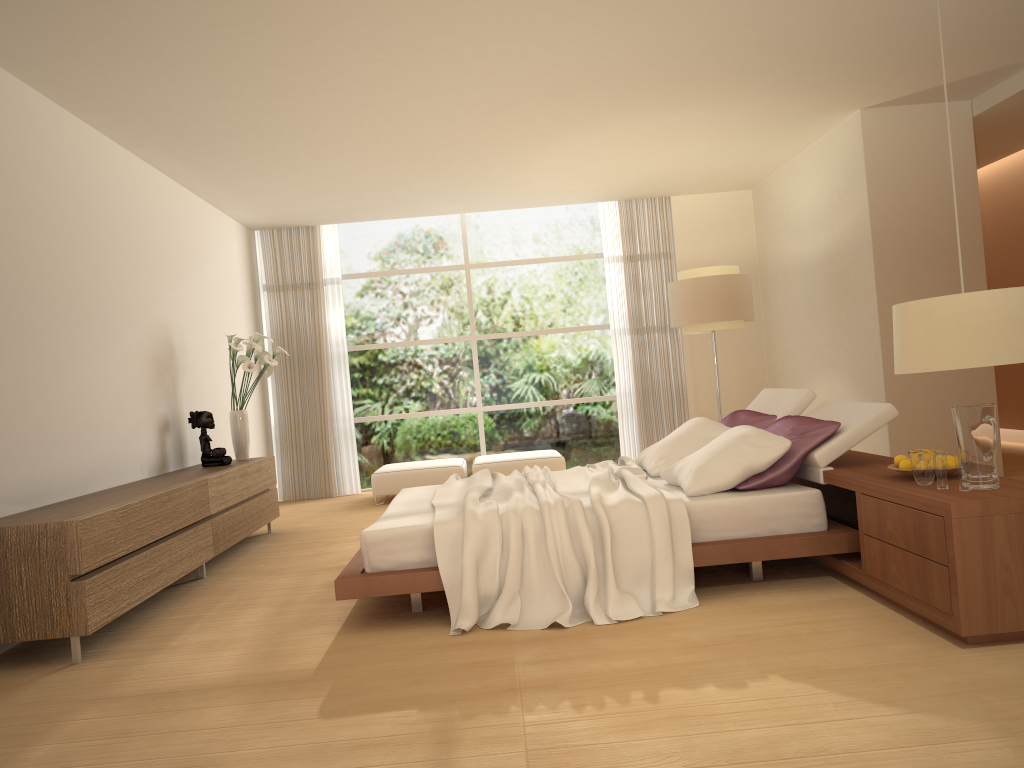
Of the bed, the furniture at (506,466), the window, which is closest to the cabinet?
the bed

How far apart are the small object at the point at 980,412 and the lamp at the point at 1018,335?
0.8 meters

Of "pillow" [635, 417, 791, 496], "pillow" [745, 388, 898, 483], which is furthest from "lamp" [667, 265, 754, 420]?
"pillow" [635, 417, 791, 496]

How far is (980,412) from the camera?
3.4 meters

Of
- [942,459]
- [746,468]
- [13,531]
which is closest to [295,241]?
[13,531]

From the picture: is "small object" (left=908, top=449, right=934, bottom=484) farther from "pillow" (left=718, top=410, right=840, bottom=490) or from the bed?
"pillow" (left=718, top=410, right=840, bottom=490)

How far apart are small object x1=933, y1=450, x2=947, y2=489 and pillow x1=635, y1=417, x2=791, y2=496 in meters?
1.0 m

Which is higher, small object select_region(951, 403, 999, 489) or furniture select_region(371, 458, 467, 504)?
small object select_region(951, 403, 999, 489)

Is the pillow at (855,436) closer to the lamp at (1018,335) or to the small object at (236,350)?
the lamp at (1018,335)

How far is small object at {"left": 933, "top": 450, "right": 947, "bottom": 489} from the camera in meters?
3.5 m
